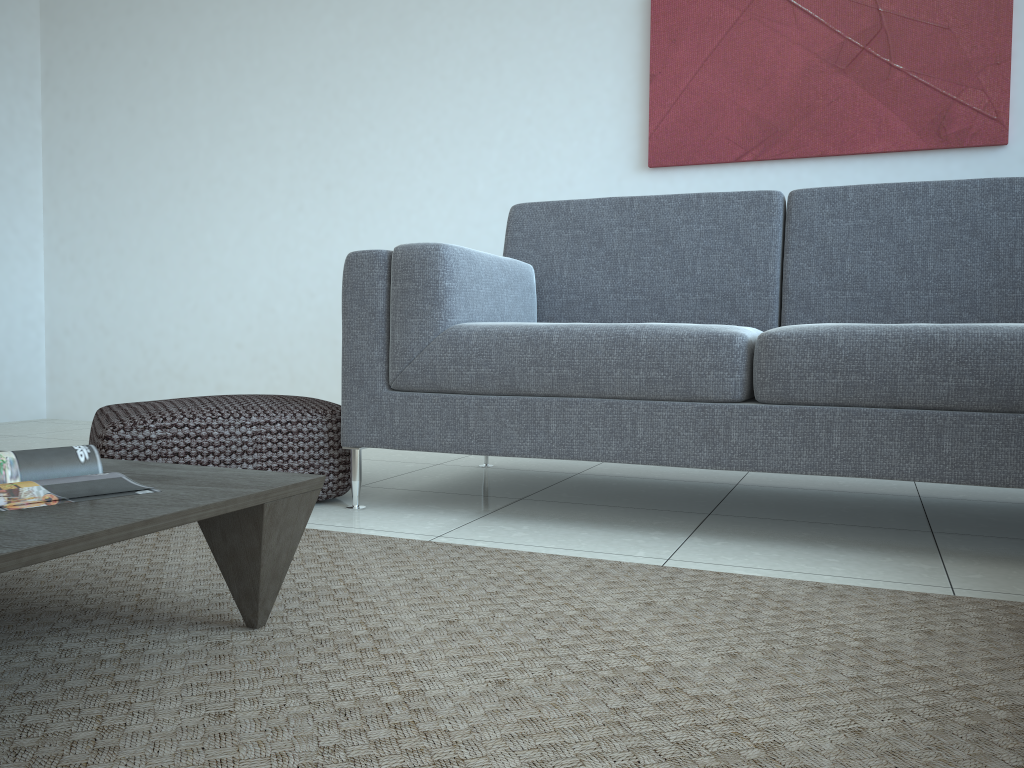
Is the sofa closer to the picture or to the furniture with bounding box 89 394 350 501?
the furniture with bounding box 89 394 350 501

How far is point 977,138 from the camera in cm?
296

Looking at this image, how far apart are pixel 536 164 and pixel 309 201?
1.09m

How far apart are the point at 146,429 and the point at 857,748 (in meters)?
1.67

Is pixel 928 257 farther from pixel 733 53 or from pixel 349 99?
pixel 349 99

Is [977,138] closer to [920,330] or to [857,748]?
[920,330]

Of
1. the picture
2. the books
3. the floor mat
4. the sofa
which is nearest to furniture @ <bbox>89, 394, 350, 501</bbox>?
the sofa

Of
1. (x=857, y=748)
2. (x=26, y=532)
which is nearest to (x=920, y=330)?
(x=857, y=748)

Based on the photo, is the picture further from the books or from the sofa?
the books

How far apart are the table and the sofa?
0.77m
